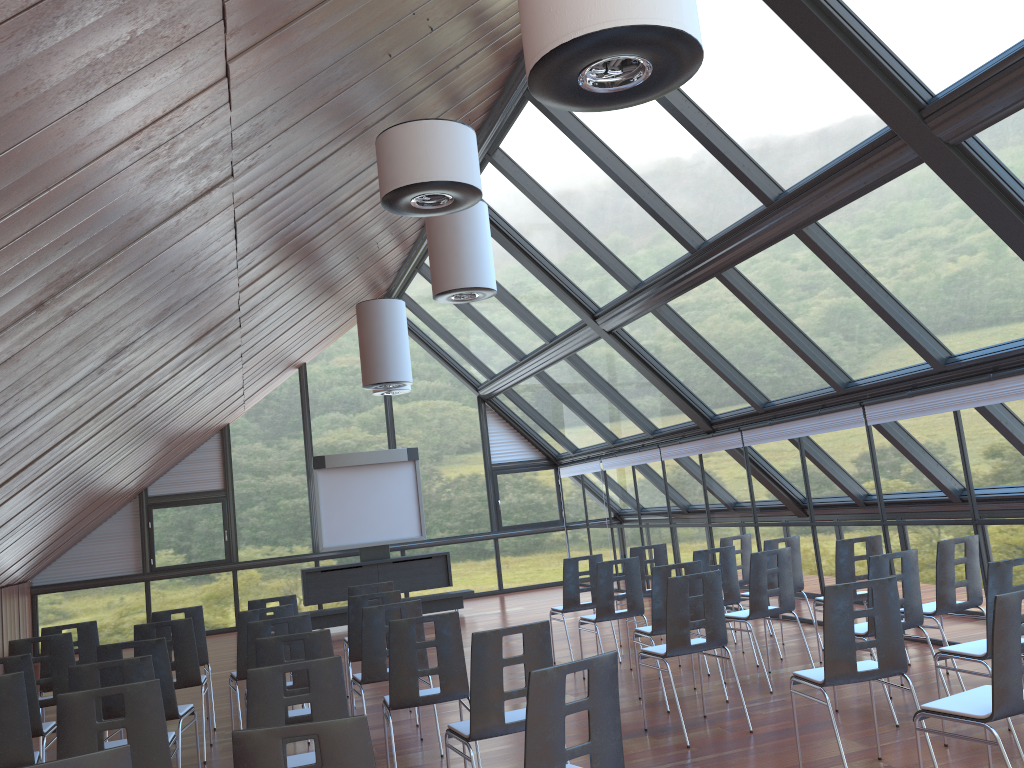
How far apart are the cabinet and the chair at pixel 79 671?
9.55m

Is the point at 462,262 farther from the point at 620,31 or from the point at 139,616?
the point at 139,616

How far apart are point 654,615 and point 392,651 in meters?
2.7

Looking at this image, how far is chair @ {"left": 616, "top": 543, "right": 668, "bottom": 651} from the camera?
10.3m

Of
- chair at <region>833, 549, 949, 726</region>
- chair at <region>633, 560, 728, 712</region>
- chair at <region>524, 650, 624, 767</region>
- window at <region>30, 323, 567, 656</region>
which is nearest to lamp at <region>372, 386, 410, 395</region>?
window at <region>30, 323, 567, 656</region>

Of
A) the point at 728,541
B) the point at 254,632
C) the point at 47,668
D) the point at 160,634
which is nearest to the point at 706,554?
the point at 728,541

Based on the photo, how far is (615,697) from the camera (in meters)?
3.80

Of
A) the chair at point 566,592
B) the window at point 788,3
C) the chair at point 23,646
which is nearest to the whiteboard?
the window at point 788,3

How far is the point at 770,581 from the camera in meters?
9.2 m

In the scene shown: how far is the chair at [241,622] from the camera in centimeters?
761cm
